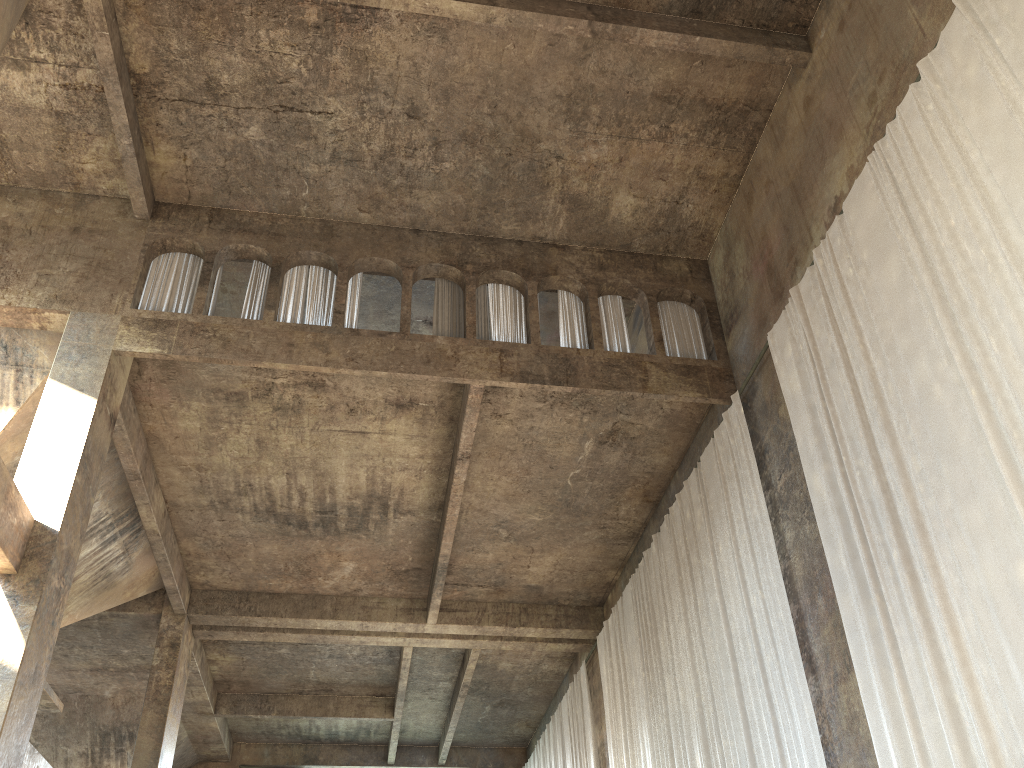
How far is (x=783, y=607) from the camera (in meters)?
9.64

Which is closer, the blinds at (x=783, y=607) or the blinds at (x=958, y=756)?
the blinds at (x=958, y=756)

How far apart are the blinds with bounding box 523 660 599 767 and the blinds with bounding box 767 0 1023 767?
9.70m

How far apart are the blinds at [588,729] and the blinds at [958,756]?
9.7m

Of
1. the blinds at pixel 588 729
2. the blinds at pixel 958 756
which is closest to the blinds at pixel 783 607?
the blinds at pixel 958 756

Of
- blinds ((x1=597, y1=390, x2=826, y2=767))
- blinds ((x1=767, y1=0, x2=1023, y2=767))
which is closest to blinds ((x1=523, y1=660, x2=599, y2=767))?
blinds ((x1=597, y1=390, x2=826, y2=767))

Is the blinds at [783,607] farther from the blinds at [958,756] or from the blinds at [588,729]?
the blinds at [588,729]

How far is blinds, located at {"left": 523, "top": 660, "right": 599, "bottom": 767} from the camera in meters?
17.4

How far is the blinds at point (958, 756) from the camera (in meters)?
6.50

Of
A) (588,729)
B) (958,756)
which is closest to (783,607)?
(958,756)
